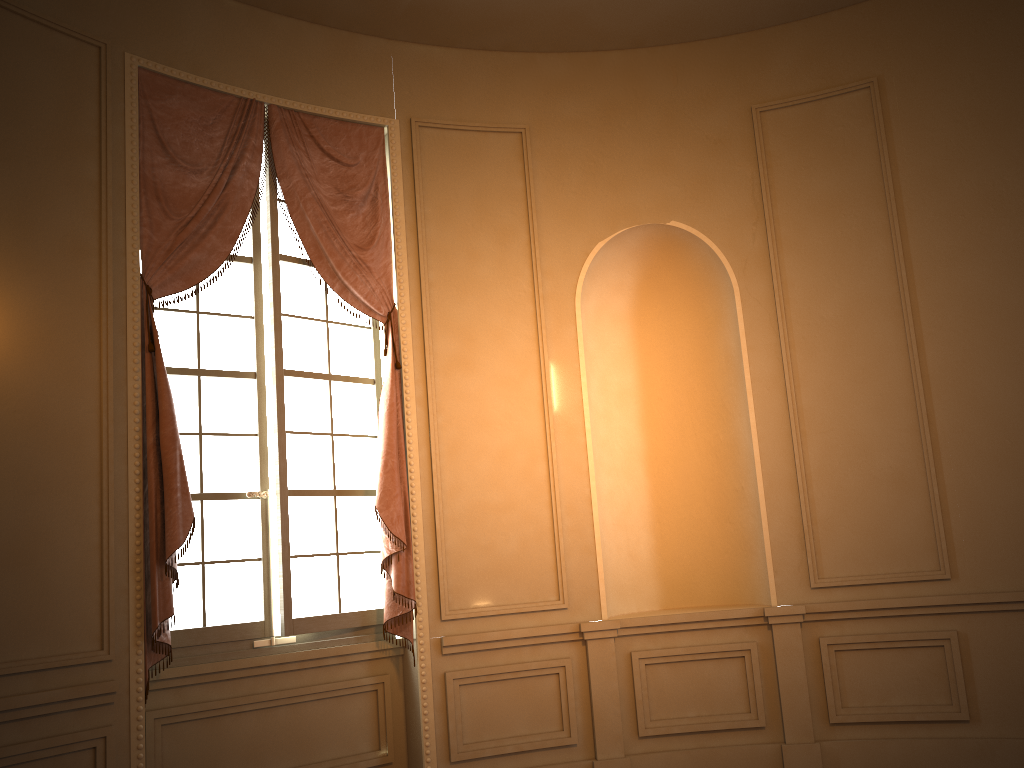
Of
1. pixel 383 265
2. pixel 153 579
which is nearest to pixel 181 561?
pixel 153 579

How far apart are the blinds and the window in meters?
0.1 m

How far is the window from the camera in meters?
4.3

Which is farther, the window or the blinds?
the window

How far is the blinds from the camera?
3.92m

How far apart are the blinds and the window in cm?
7

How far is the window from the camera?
4.3m

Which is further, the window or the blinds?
the window
